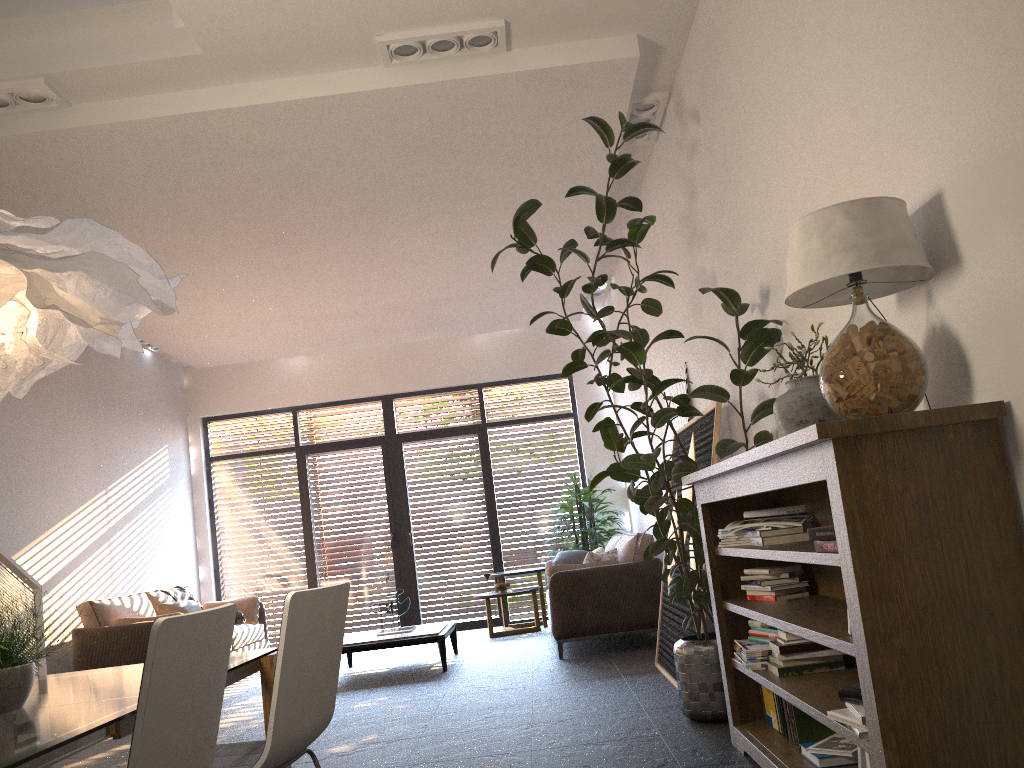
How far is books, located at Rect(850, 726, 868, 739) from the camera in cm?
223

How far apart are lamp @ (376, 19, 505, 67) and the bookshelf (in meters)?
2.46

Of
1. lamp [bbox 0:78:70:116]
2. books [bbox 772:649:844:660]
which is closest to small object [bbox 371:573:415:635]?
lamp [bbox 0:78:70:116]

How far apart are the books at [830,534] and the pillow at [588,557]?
4.96m

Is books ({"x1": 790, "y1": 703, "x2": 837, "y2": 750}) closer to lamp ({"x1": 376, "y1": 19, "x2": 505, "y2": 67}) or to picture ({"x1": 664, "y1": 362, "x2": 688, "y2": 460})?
picture ({"x1": 664, "y1": 362, "x2": 688, "y2": 460})

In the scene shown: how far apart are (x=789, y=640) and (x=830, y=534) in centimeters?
105cm

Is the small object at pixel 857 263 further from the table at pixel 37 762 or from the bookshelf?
the table at pixel 37 762

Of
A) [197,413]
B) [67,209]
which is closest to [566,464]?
[197,413]

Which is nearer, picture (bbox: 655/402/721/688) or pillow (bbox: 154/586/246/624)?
picture (bbox: 655/402/721/688)

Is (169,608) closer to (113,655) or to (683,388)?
(113,655)
